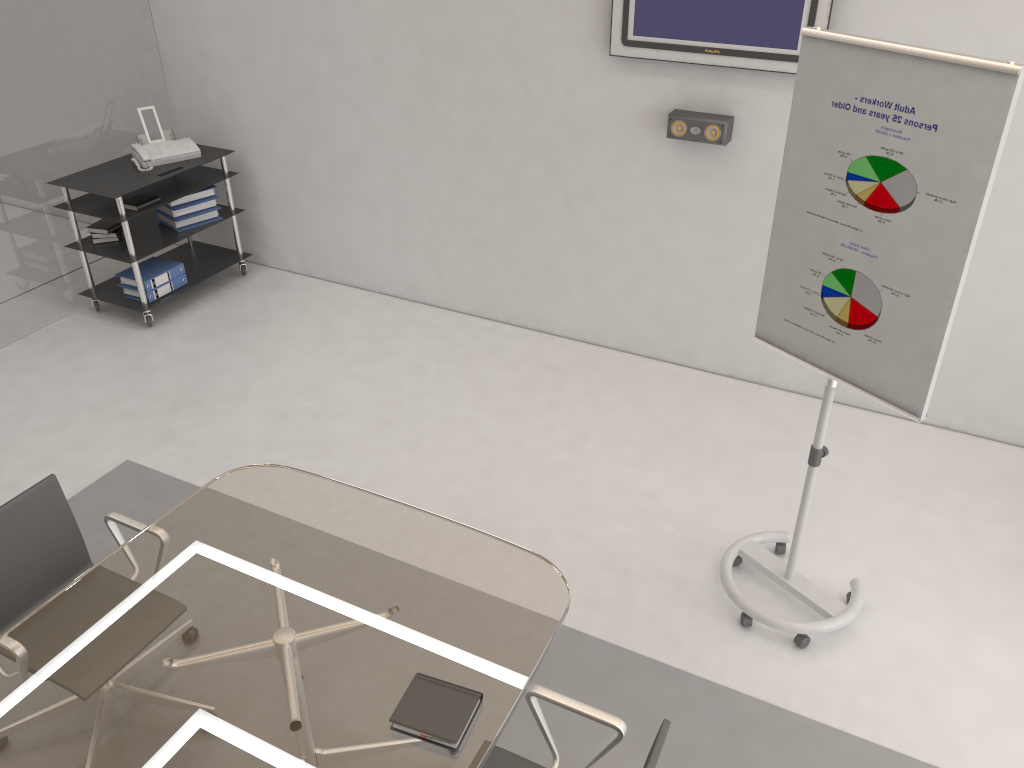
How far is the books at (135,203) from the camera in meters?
5.2

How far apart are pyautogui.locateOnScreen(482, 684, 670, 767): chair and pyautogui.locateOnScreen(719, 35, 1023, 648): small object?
1.17m

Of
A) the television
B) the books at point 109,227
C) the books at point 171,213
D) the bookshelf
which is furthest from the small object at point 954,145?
the books at point 109,227

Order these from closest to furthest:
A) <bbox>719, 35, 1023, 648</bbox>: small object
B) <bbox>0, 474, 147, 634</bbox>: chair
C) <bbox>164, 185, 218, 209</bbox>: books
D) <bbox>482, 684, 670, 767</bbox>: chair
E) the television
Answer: <bbox>482, 684, 670, 767</bbox>: chair, <bbox>719, 35, 1023, 648</bbox>: small object, <bbox>0, 474, 147, 634</bbox>: chair, the television, <bbox>164, 185, 218, 209</bbox>: books

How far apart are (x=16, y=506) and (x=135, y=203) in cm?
290

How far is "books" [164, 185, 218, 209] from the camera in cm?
557

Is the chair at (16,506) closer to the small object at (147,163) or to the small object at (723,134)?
the small object at (723,134)

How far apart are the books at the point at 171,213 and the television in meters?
2.8

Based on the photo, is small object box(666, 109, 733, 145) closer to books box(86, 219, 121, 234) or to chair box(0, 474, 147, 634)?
chair box(0, 474, 147, 634)

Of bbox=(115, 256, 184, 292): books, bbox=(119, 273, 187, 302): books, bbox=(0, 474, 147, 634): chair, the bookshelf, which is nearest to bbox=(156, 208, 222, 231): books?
the bookshelf
